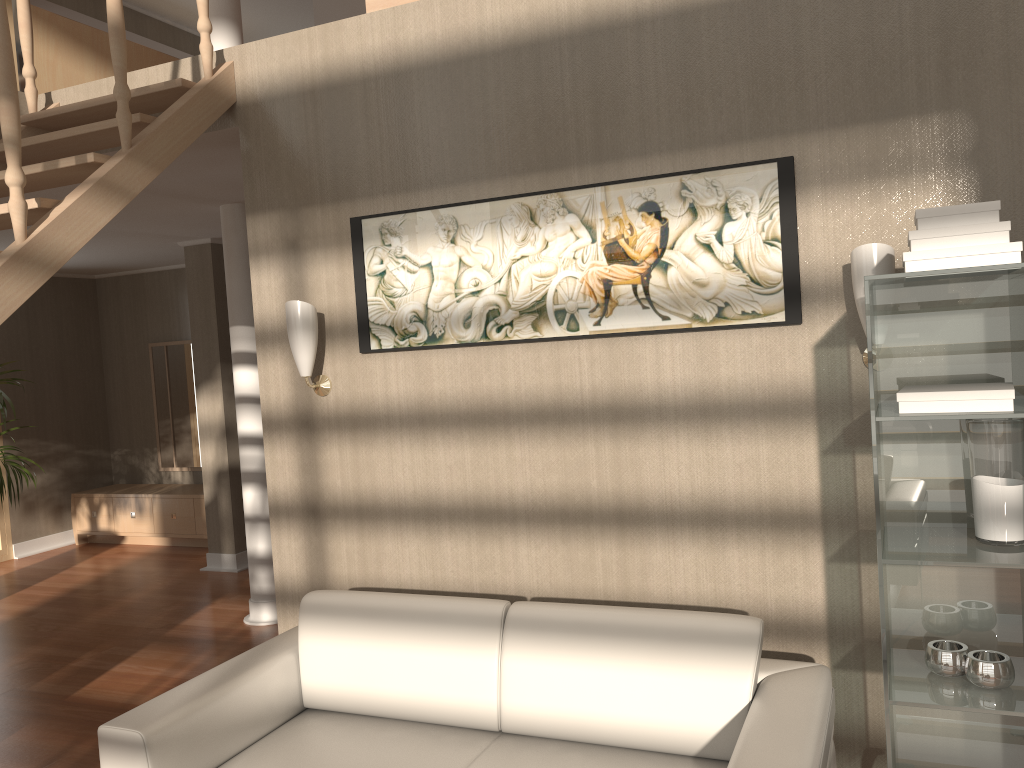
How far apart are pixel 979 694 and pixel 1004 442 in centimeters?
57cm

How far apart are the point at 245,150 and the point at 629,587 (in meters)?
2.15

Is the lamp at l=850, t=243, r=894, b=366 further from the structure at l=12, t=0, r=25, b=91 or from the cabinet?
the cabinet

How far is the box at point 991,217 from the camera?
1.93m

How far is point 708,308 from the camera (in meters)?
2.71

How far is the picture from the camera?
2.6 meters

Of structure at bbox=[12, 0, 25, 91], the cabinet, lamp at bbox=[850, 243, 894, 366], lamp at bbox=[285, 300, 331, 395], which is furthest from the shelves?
the cabinet

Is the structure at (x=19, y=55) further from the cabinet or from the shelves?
the cabinet

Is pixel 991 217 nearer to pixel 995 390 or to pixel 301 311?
pixel 995 390

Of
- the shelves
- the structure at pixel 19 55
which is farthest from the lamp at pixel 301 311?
the shelves
